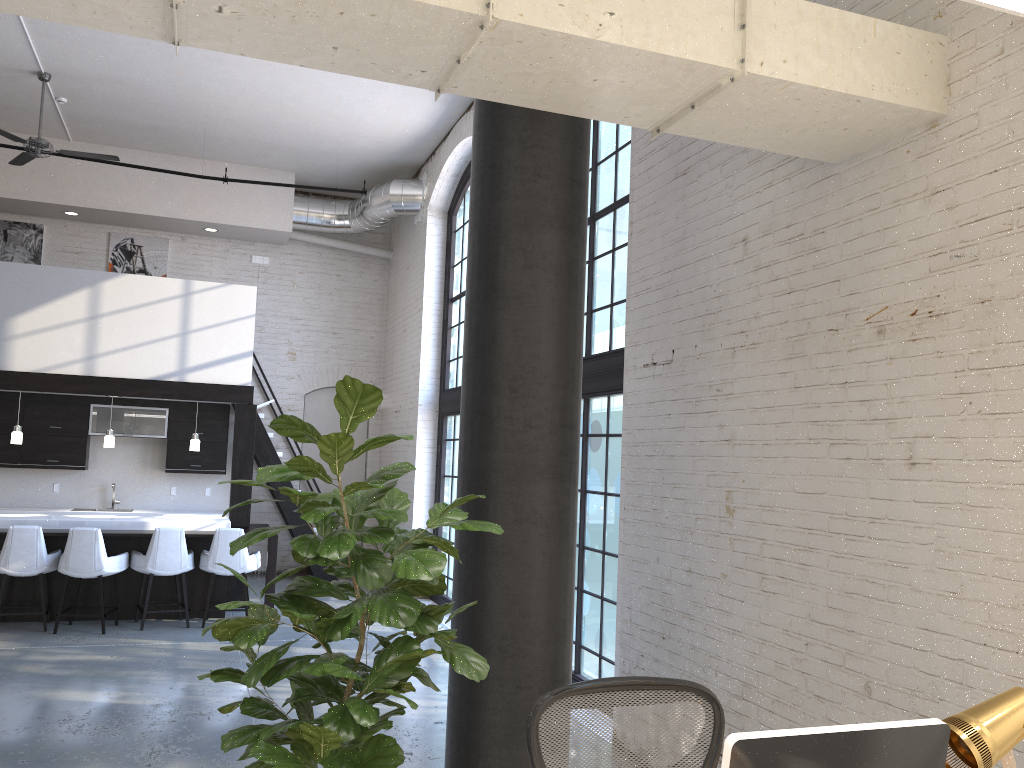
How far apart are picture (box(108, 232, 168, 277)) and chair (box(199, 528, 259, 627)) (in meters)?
4.92

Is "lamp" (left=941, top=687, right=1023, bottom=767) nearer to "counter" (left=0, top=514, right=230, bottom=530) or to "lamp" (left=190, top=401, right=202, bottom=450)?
"counter" (left=0, top=514, right=230, bottom=530)

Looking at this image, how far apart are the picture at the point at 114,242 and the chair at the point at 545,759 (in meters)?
11.02

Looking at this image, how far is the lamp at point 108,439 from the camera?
9.2 meters

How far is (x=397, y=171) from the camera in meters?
11.7 m

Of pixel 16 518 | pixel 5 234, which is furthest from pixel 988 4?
pixel 5 234

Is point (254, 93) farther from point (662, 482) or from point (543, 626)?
point (543, 626)

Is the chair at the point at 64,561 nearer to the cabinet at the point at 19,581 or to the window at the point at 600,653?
the cabinet at the point at 19,581

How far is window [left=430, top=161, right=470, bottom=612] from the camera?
10.29m

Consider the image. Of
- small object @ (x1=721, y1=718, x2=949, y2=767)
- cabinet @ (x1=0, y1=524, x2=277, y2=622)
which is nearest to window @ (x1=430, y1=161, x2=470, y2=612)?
cabinet @ (x1=0, y1=524, x2=277, y2=622)
